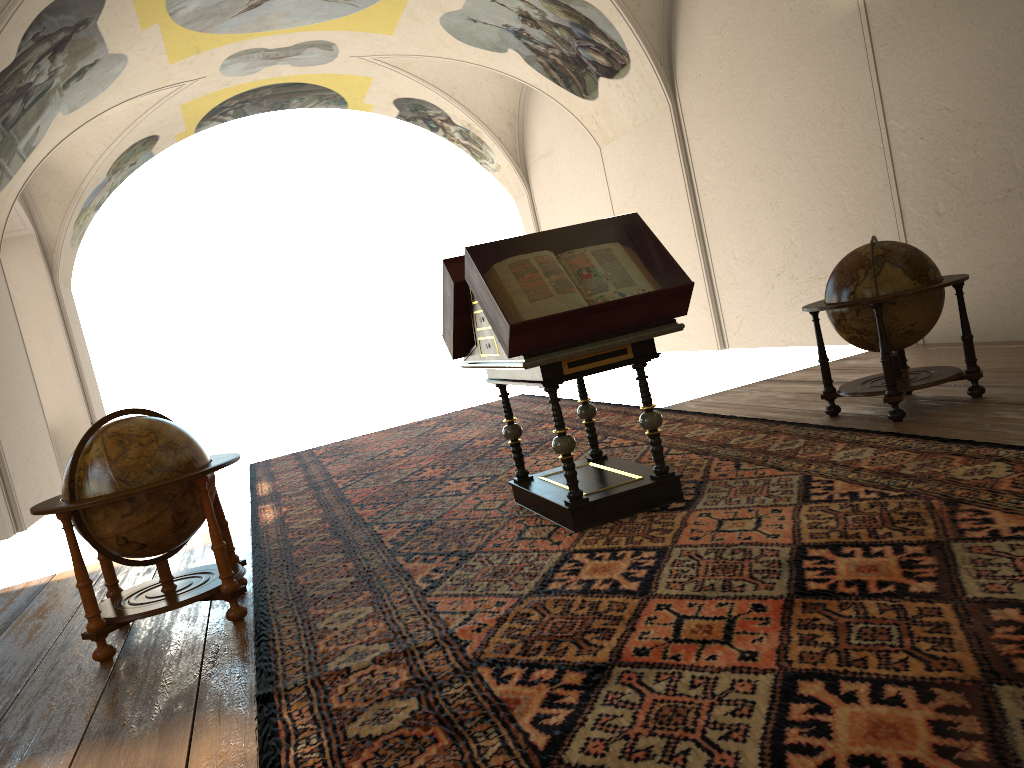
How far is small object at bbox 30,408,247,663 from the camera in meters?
5.3 m

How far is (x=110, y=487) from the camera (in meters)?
5.25

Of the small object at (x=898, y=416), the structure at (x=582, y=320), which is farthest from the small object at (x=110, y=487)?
the small object at (x=898, y=416)

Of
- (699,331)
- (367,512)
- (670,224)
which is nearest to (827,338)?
(699,331)

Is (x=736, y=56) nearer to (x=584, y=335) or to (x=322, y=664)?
(x=584, y=335)

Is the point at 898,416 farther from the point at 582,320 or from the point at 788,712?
the point at 788,712

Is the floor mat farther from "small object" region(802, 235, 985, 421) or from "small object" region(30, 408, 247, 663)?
"small object" region(802, 235, 985, 421)

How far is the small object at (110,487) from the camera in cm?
525

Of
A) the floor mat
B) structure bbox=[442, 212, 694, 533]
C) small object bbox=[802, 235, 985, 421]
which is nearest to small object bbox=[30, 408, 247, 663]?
the floor mat

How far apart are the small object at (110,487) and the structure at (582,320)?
1.8m
